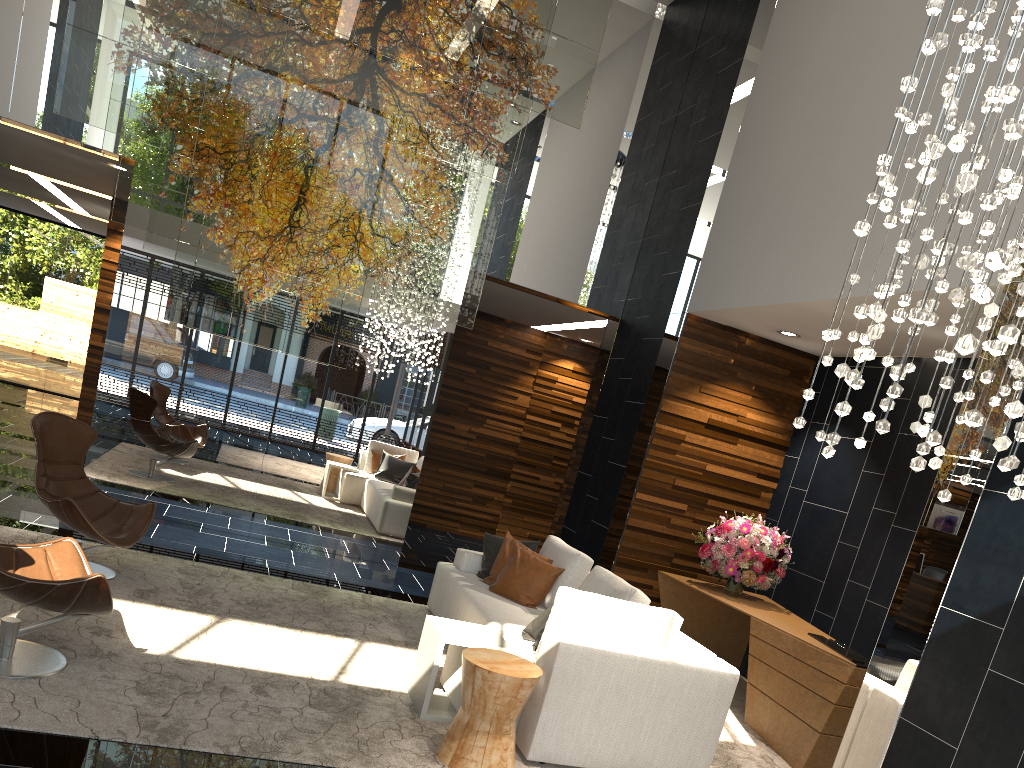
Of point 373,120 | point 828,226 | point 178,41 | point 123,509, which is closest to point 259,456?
point 123,509

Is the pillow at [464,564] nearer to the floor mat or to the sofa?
the sofa

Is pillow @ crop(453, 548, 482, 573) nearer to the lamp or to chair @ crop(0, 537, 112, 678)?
chair @ crop(0, 537, 112, 678)

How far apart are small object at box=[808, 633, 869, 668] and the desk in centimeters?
4cm

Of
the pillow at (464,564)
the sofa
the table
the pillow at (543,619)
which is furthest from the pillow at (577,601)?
the pillow at (464,564)

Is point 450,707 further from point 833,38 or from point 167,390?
point 833,38

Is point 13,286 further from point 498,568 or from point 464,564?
point 498,568

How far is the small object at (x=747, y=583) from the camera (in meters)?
6.42

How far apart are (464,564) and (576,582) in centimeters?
100cm

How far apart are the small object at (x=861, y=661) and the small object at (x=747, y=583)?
0.9 meters
